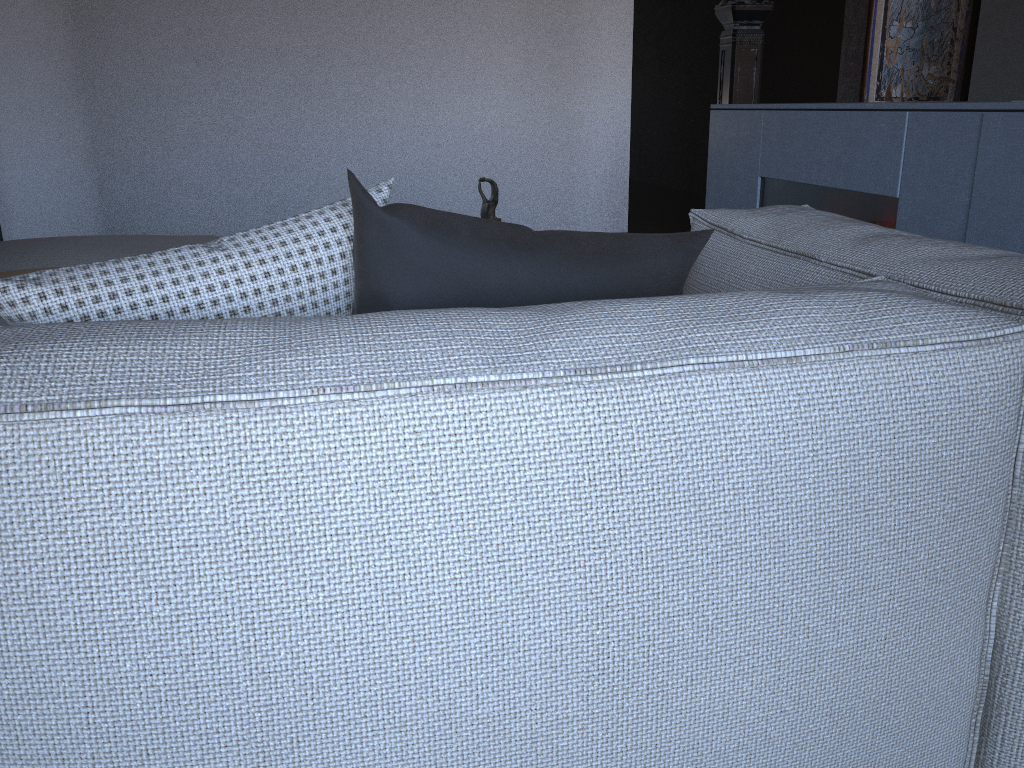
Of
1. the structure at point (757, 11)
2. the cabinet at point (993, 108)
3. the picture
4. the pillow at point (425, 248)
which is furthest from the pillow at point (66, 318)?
the picture

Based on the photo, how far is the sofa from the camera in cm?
70

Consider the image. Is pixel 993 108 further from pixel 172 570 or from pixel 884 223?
pixel 172 570

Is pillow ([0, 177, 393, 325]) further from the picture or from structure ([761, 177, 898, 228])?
the picture

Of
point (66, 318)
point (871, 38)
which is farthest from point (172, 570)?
point (871, 38)

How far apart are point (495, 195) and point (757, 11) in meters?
1.9 m

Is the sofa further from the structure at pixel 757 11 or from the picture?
the picture

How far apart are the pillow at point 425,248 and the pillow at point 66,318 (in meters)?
0.05

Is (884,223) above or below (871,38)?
below

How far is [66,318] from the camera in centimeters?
92cm
